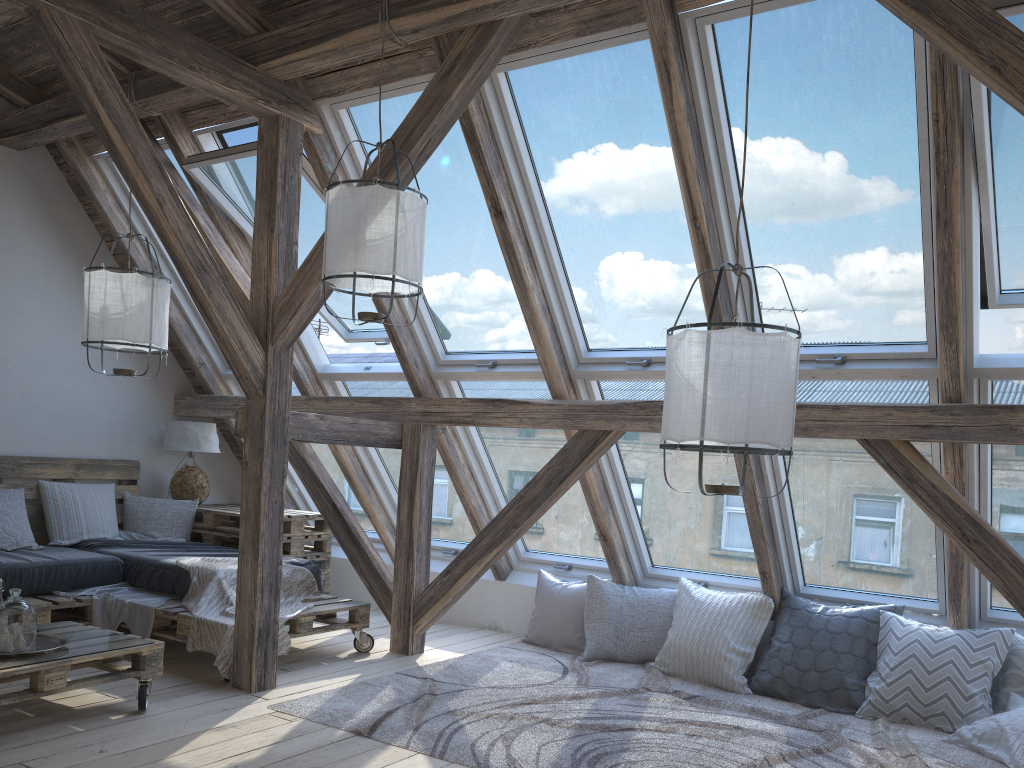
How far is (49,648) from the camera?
3.40m

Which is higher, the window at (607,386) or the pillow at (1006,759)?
the window at (607,386)

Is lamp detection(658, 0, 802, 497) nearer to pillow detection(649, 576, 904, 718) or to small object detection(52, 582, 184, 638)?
pillow detection(649, 576, 904, 718)

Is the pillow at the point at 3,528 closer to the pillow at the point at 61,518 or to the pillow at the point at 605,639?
the pillow at the point at 61,518

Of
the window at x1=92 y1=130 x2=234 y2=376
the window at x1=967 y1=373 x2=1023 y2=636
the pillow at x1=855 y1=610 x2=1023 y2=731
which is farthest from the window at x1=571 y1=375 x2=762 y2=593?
the window at x1=92 y1=130 x2=234 y2=376

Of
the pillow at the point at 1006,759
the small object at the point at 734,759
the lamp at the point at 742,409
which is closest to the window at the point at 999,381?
the pillow at the point at 1006,759

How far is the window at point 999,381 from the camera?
3.7 meters

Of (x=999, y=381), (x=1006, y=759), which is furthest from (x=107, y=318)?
(x=1006, y=759)

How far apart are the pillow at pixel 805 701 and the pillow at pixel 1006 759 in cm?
43

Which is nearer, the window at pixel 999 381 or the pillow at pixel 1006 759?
the pillow at pixel 1006 759
